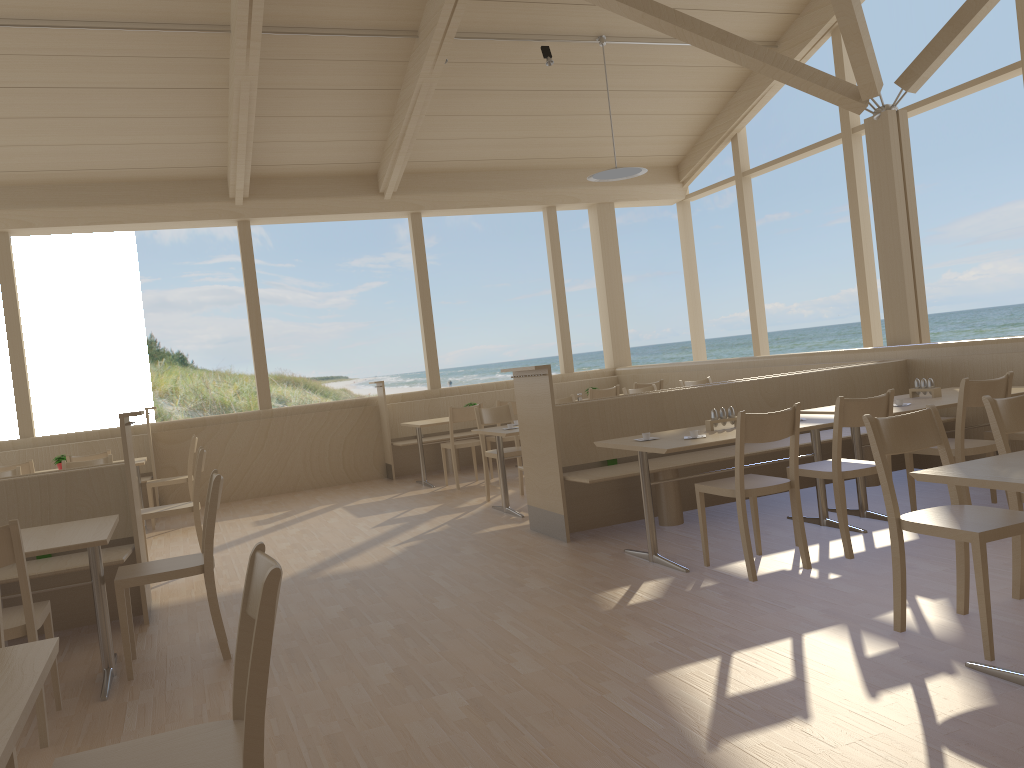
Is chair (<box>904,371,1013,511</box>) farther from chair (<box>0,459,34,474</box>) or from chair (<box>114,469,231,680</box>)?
chair (<box>0,459,34,474</box>)

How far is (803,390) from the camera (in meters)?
6.27

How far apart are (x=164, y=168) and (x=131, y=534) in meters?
5.3

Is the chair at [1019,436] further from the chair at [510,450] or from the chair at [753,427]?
the chair at [510,450]

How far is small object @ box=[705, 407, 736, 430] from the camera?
4.9m

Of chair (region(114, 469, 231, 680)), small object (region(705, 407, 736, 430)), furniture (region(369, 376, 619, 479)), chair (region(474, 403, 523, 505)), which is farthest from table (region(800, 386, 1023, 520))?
furniture (region(369, 376, 619, 479))

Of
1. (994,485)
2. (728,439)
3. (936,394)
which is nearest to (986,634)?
(994,485)

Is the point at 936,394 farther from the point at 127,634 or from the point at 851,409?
the point at 127,634

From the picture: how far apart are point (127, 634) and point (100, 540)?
0.52m

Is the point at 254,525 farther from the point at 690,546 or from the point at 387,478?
the point at 690,546
